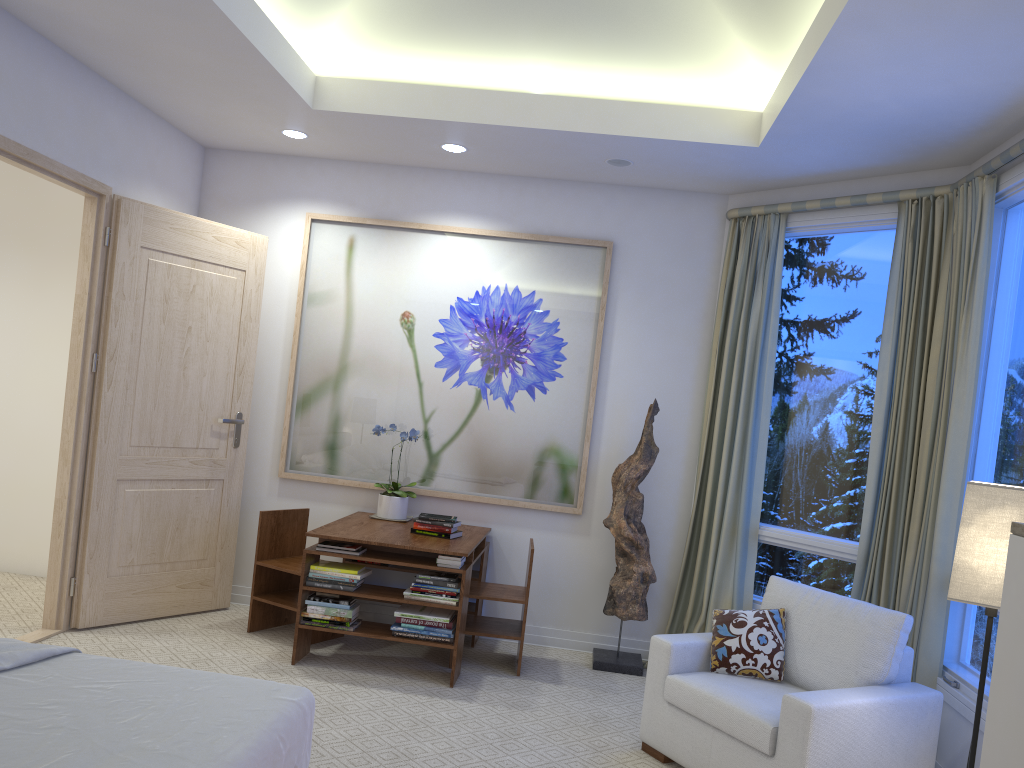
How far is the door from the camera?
4.0m

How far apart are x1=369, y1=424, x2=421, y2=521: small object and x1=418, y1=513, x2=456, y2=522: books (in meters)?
0.40

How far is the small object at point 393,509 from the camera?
4.6m

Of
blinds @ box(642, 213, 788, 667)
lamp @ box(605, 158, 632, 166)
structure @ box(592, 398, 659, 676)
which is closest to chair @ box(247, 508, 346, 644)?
structure @ box(592, 398, 659, 676)

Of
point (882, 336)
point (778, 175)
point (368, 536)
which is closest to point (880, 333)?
point (882, 336)

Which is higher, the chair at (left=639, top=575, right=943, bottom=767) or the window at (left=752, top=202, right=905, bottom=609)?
the window at (left=752, top=202, right=905, bottom=609)

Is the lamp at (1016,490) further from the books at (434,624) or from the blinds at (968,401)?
the books at (434,624)

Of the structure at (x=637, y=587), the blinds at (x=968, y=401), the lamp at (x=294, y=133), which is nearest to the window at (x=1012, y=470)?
the blinds at (x=968, y=401)

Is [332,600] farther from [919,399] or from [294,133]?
[919,399]

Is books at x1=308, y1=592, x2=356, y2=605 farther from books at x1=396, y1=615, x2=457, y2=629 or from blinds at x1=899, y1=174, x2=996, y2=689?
blinds at x1=899, y1=174, x2=996, y2=689
